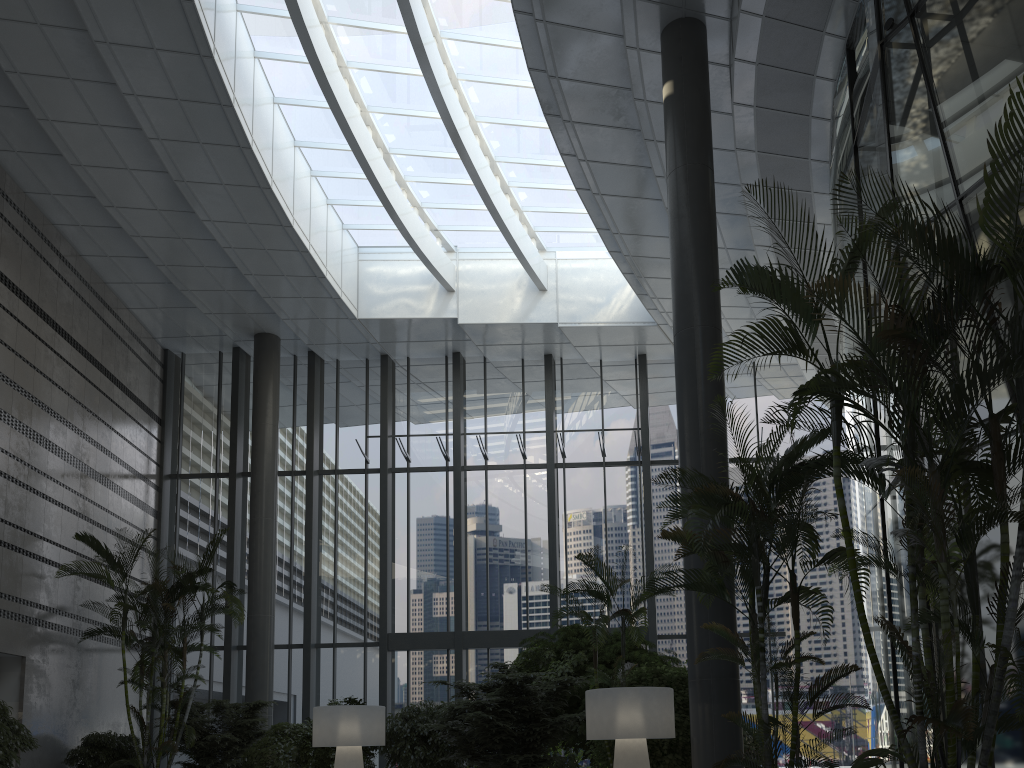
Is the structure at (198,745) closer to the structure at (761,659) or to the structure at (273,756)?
the structure at (273,756)

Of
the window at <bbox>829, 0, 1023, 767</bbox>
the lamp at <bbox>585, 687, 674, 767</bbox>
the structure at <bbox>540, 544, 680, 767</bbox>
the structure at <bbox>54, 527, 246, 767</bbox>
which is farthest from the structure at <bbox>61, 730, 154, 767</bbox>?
the window at <bbox>829, 0, 1023, 767</bbox>

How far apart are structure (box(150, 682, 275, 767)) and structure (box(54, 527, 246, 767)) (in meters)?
0.24

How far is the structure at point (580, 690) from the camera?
10.40m

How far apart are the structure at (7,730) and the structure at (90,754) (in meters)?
1.47

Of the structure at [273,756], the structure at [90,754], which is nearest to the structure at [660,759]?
the structure at [273,756]

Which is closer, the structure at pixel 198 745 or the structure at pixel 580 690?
the structure at pixel 580 690

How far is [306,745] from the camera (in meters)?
10.64

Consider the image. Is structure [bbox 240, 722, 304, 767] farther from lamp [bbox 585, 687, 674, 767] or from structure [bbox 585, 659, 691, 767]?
lamp [bbox 585, 687, 674, 767]

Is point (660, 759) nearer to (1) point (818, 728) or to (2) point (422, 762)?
(2) point (422, 762)
